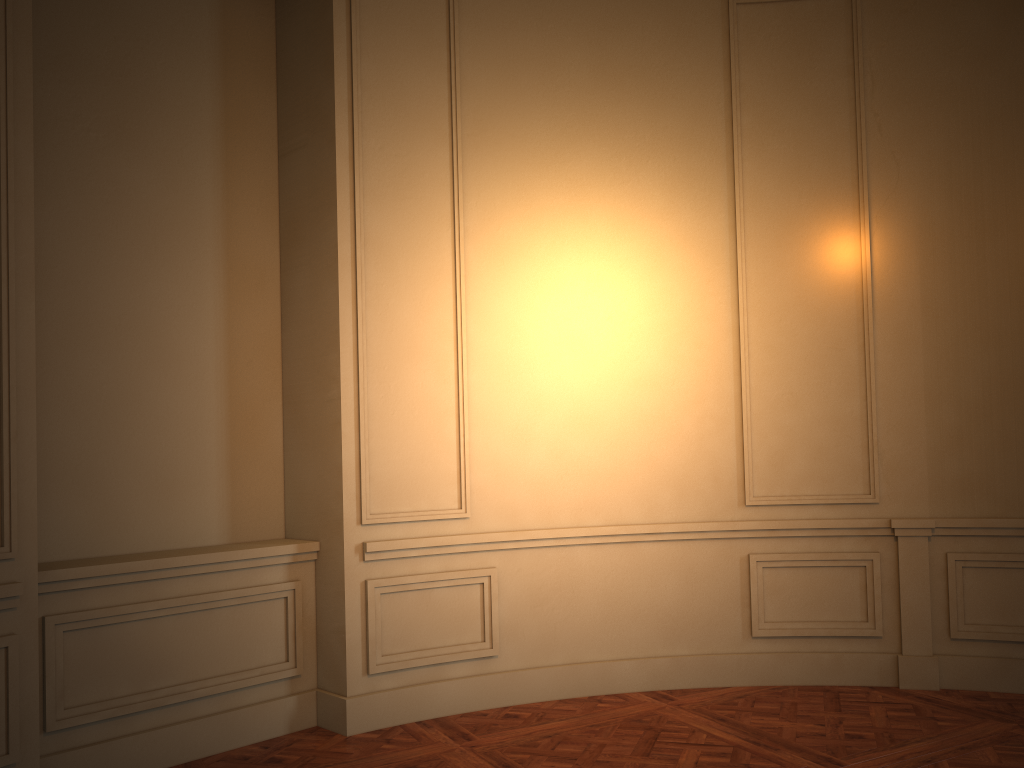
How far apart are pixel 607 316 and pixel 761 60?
1.7 meters
